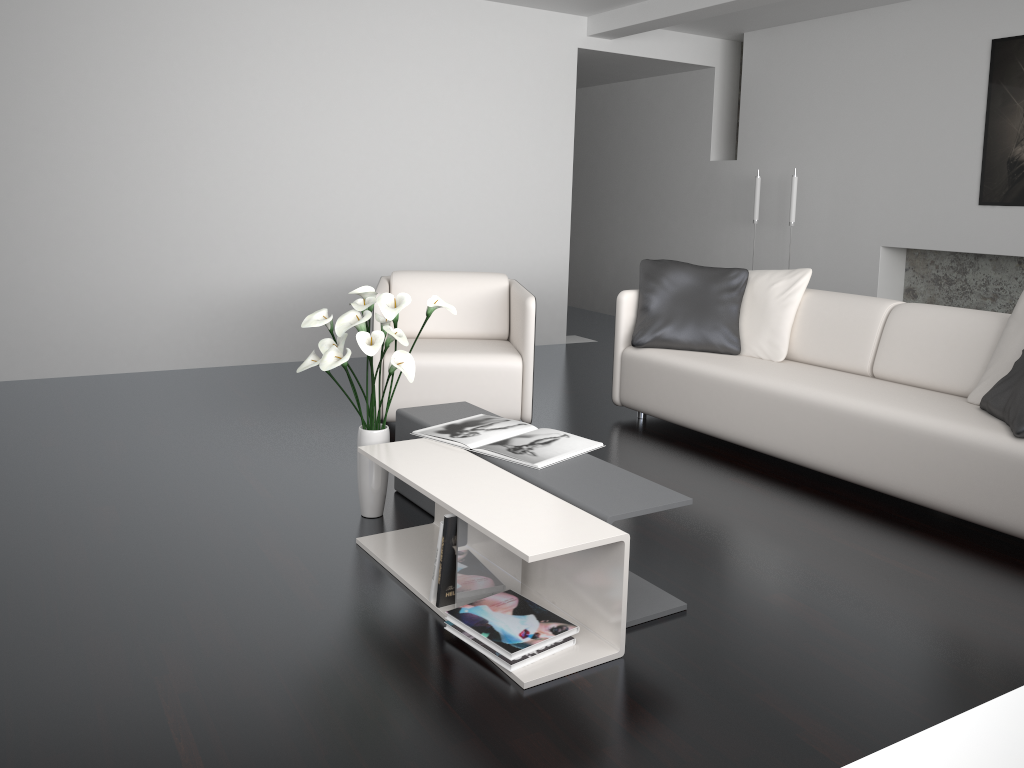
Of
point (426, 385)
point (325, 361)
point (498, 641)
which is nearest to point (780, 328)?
point (426, 385)

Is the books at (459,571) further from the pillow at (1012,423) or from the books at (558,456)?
the pillow at (1012,423)

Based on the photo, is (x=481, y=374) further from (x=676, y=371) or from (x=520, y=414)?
(x=676, y=371)

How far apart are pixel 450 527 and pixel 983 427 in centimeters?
195cm

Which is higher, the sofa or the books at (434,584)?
the sofa

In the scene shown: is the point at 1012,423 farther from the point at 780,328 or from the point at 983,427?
the point at 780,328

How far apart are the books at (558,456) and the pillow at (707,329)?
1.49m

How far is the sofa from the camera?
3.1 meters

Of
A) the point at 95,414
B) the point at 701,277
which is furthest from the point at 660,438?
the point at 95,414

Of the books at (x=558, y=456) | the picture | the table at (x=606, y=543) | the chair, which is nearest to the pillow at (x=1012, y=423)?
the books at (x=558, y=456)
